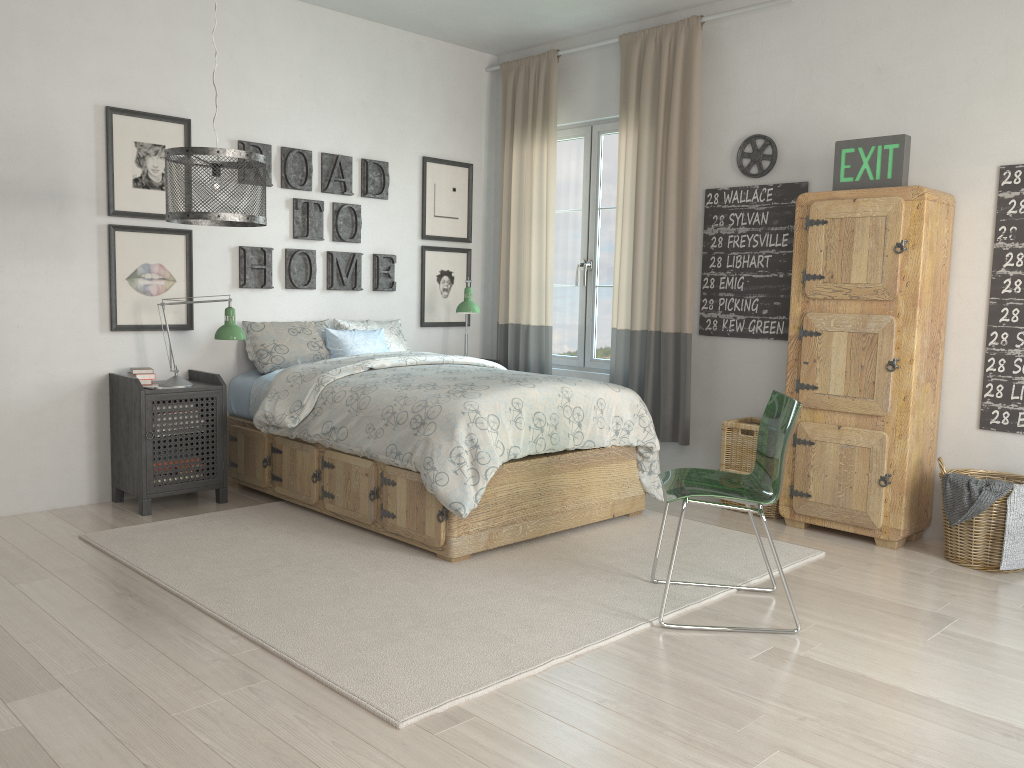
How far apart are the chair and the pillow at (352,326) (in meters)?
2.41

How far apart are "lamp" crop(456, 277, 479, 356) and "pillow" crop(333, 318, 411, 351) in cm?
39

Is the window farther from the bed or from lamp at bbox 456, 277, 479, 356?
the bed

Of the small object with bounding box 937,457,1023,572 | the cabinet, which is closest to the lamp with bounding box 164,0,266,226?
the cabinet

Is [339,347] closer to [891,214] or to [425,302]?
[425,302]

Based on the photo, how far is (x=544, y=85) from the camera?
5.5m

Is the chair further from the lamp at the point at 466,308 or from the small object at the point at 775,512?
the lamp at the point at 466,308

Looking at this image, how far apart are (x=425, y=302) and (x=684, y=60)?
2.1m

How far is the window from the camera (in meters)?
5.45

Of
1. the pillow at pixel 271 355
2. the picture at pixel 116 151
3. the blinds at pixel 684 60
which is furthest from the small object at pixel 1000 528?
the picture at pixel 116 151
